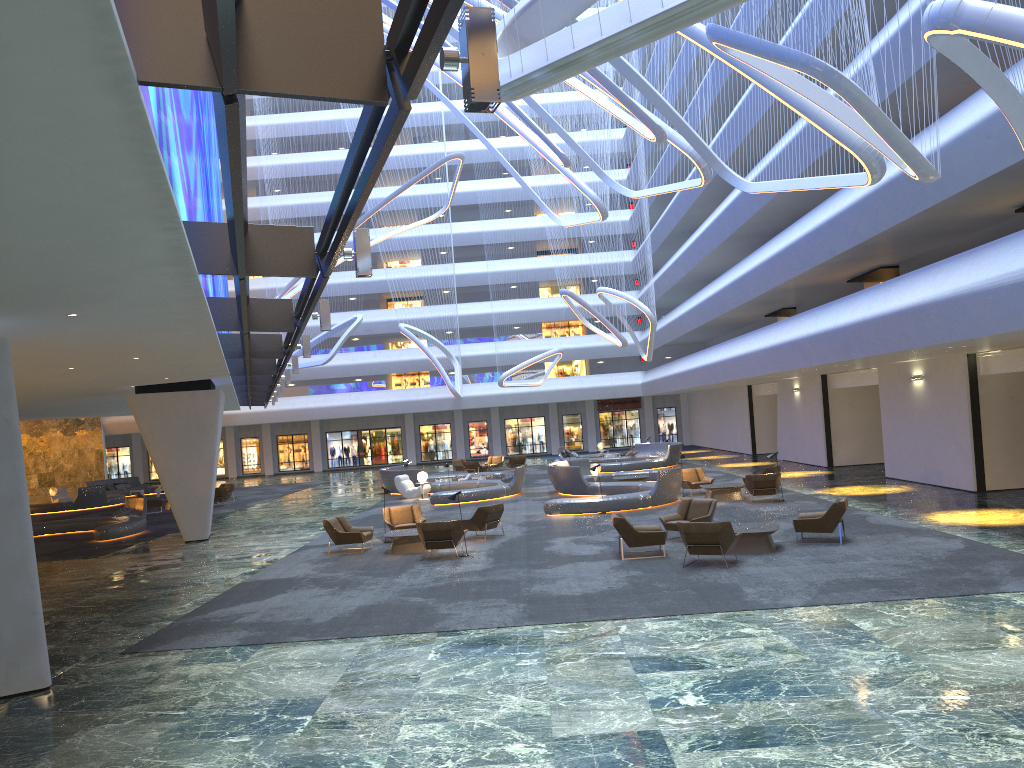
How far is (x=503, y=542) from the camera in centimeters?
1895cm

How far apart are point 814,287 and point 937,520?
17.2m

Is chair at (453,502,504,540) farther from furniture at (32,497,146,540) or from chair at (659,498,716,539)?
furniture at (32,497,146,540)

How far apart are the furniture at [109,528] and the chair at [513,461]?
19.01m

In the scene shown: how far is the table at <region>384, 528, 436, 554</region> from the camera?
18.3m

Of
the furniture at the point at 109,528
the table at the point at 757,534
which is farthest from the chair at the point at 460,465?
the table at the point at 757,534

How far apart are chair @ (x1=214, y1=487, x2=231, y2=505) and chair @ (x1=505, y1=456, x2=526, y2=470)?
13.9 meters

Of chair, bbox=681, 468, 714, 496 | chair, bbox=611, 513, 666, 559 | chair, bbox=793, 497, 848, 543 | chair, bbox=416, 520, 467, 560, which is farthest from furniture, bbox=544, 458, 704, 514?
chair, bbox=793, 497, 848, 543

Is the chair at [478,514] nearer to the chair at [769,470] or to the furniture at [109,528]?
the chair at [769,470]

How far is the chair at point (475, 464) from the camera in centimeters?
4151cm
